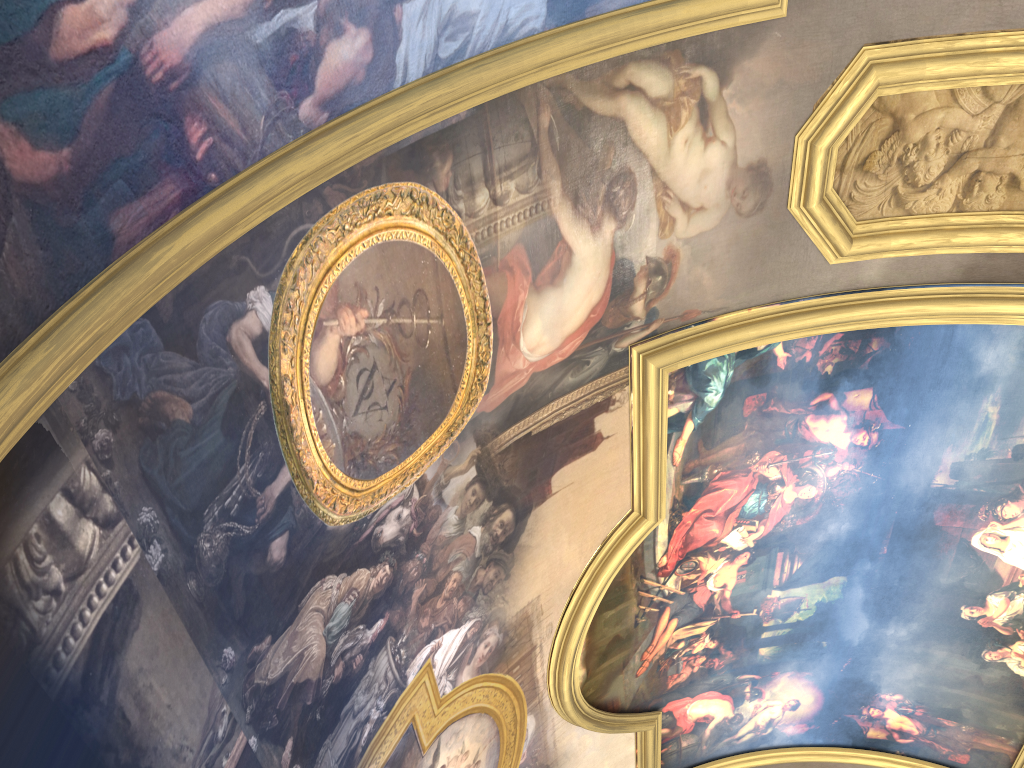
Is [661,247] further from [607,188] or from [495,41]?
[495,41]

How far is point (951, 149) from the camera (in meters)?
7.99
